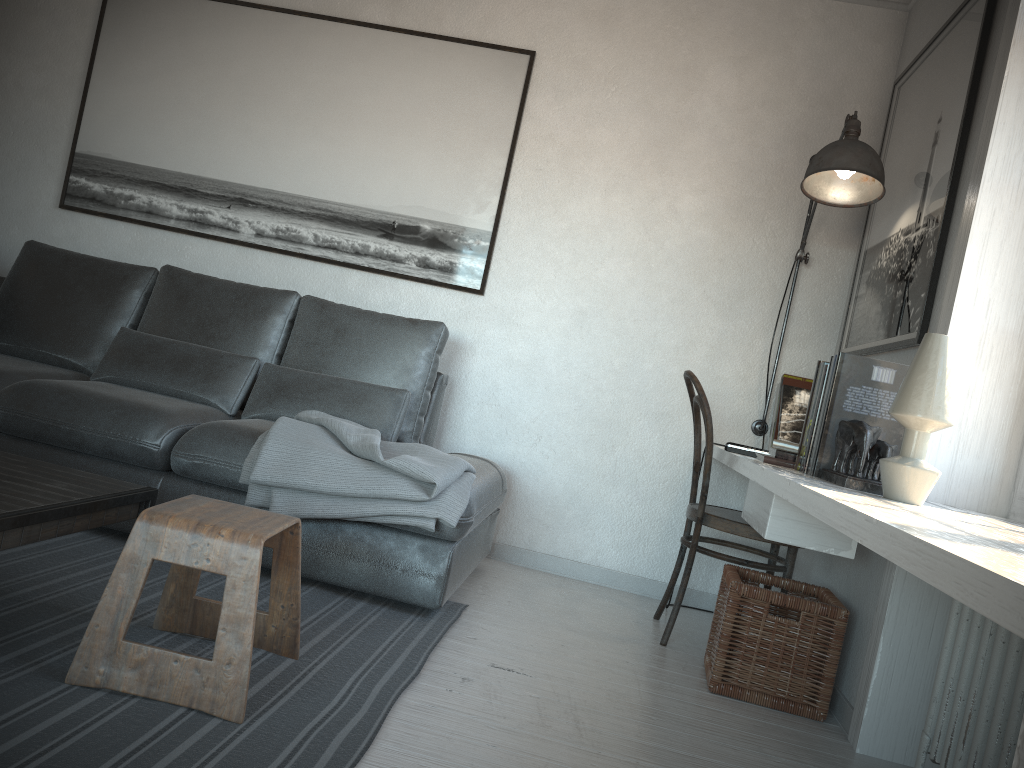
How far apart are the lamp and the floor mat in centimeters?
148cm

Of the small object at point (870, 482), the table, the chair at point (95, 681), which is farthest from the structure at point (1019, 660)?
the table

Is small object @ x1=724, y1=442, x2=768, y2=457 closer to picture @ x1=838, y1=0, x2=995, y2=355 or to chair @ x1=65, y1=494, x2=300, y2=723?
picture @ x1=838, y1=0, x2=995, y2=355

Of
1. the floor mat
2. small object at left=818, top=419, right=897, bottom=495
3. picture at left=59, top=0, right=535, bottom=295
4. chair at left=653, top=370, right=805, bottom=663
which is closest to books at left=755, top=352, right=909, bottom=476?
small object at left=818, top=419, right=897, bottom=495

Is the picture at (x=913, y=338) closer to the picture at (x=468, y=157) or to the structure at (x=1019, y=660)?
the structure at (x=1019, y=660)

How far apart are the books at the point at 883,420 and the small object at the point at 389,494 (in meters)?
0.86

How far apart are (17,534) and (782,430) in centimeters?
256cm

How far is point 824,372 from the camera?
2.35m

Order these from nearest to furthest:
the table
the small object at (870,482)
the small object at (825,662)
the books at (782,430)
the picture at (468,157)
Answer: the table, the small object at (870,482), the small object at (825,662), the books at (782,430), the picture at (468,157)

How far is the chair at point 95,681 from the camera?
1.7m
